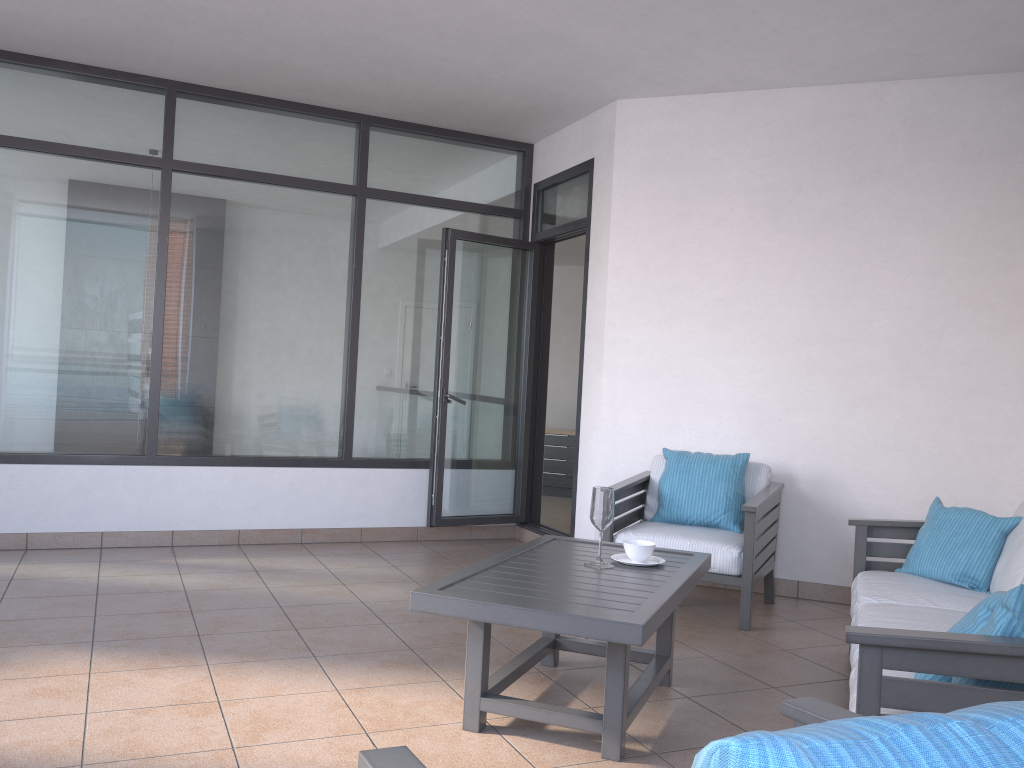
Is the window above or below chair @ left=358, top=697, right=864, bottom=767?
above

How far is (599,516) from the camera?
3.2 meters

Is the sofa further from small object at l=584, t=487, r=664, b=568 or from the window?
the window

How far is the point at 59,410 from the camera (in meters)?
5.31

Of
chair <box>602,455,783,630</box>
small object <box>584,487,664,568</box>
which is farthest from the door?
small object <box>584,487,664,568</box>

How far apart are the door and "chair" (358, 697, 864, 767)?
4.5m

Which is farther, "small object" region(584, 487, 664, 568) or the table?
"small object" region(584, 487, 664, 568)

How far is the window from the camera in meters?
5.3

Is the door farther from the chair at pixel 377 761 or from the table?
the chair at pixel 377 761

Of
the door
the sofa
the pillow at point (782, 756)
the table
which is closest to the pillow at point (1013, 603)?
the sofa
